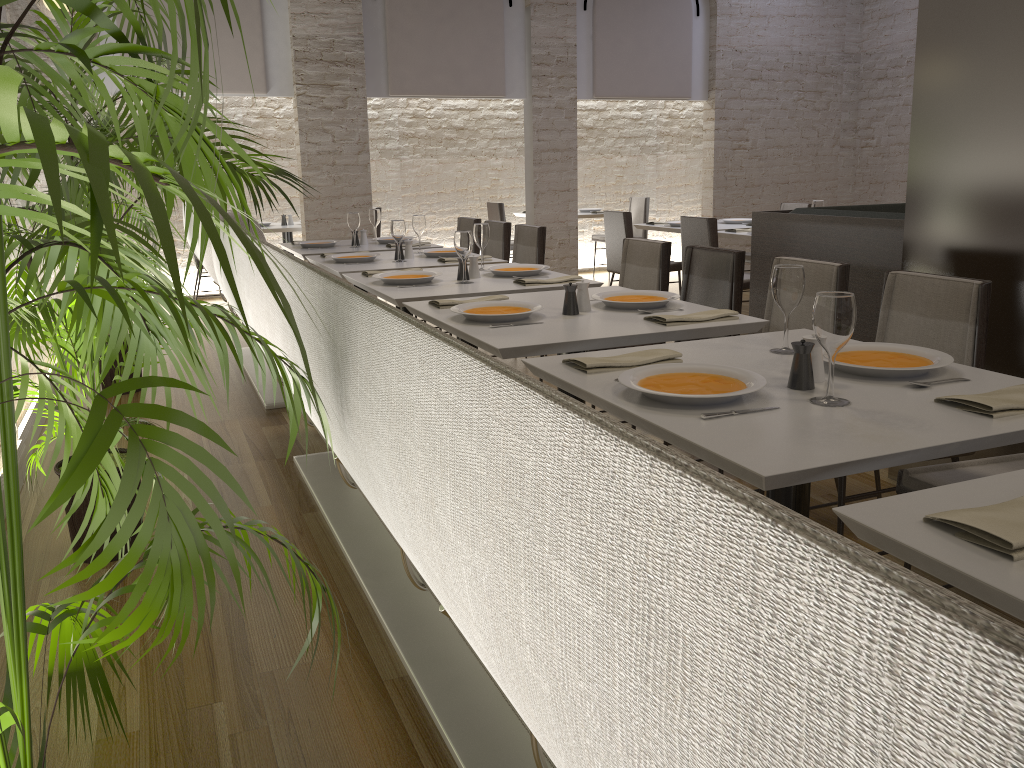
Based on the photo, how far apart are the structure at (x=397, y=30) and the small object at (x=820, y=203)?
3.5 meters

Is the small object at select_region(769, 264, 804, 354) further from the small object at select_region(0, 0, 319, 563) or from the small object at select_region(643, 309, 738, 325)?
the small object at select_region(0, 0, 319, 563)

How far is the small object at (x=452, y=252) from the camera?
5.05m

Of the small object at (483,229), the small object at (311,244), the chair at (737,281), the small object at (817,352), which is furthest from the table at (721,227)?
the small object at (817,352)

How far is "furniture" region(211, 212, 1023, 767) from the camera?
0.3 meters

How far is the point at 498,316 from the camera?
2.9 meters

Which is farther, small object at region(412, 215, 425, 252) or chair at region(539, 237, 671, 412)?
small object at region(412, 215, 425, 252)

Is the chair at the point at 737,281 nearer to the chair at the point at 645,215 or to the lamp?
the lamp

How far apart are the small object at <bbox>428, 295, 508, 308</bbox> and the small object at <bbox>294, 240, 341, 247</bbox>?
2.9m

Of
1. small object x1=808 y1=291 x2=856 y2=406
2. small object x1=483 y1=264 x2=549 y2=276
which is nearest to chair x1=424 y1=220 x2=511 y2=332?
small object x1=483 y1=264 x2=549 y2=276
